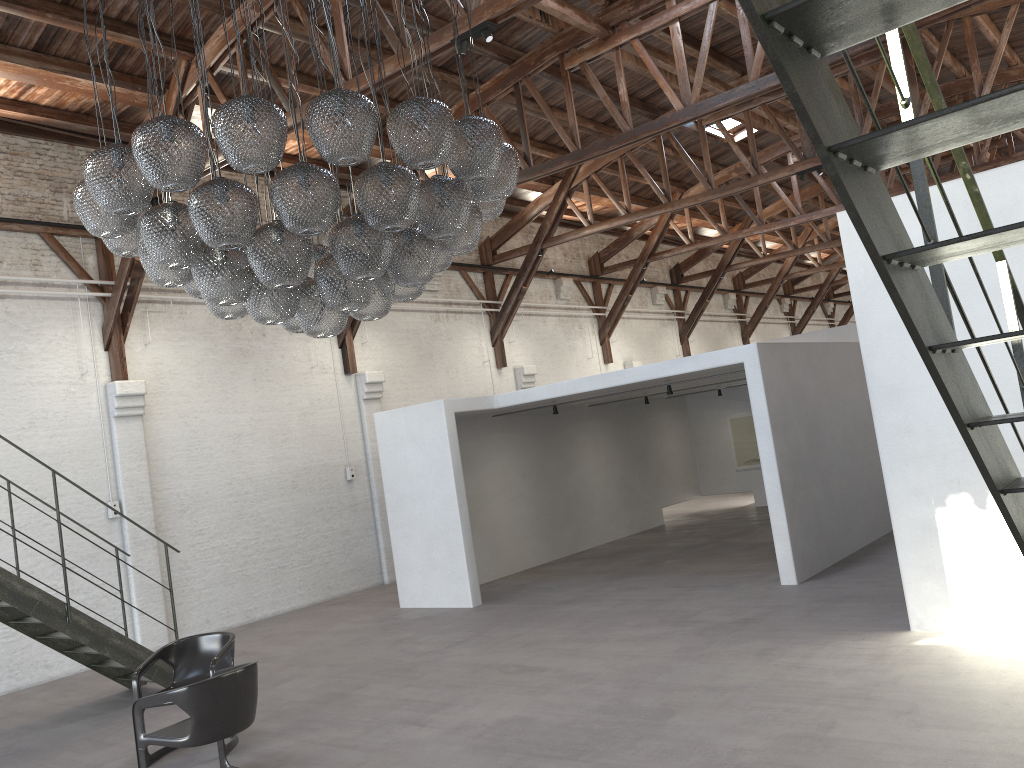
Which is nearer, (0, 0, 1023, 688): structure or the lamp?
(0, 0, 1023, 688): structure

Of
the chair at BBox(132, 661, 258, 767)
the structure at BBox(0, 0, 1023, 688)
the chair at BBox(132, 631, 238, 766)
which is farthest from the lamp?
the structure at BBox(0, 0, 1023, 688)

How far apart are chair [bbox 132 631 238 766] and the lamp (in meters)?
2.42

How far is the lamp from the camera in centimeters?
432cm

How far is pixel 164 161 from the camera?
4.3 meters

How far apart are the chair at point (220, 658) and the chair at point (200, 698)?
0.4m

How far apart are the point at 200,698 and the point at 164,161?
3.0m

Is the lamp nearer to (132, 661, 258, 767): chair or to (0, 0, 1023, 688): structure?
(132, 661, 258, 767): chair

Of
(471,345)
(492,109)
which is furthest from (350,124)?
(471,345)

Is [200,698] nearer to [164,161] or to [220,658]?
[220,658]
